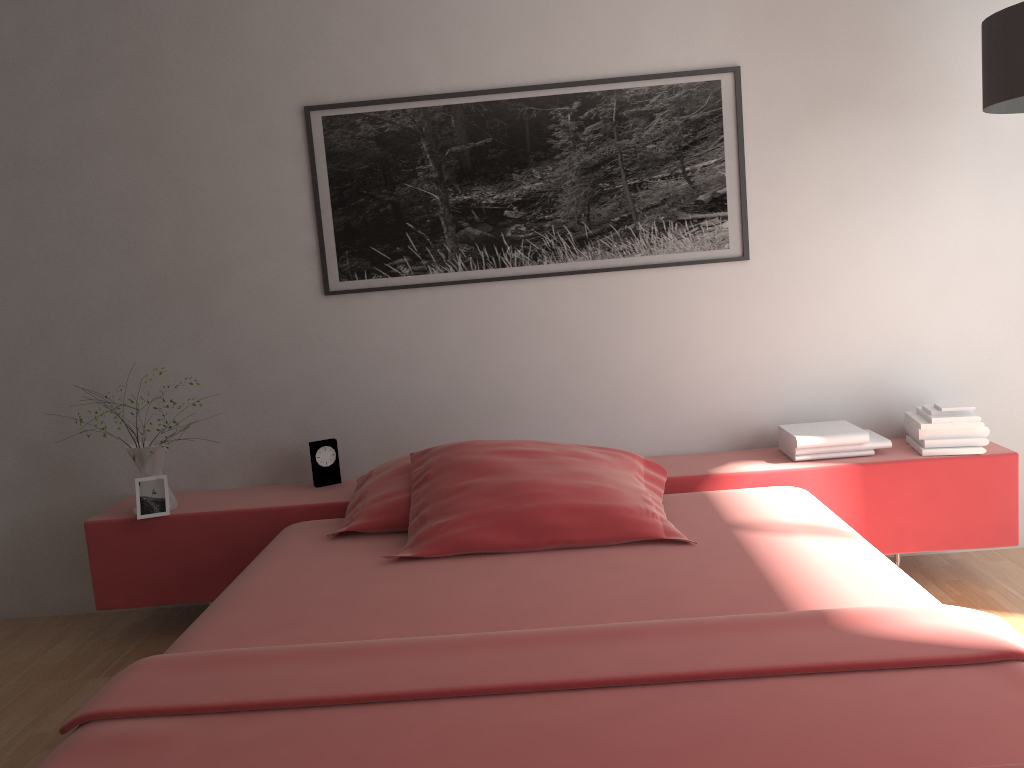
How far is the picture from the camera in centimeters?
302cm

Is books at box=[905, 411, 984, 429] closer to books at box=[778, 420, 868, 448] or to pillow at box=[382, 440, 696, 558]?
books at box=[778, 420, 868, 448]

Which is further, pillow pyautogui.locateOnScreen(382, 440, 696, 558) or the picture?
the picture

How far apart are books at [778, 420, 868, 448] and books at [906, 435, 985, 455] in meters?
0.2

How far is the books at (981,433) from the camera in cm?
284

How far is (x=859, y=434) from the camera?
2.9m

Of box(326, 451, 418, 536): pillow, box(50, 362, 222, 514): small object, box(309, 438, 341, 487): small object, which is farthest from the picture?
box(50, 362, 222, 514): small object

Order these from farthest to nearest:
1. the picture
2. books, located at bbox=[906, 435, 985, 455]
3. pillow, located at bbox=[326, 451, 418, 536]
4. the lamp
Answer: the picture
books, located at bbox=[906, 435, 985, 455]
pillow, located at bbox=[326, 451, 418, 536]
the lamp

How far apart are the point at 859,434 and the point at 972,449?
0.3m

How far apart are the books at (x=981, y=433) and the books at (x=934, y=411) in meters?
0.1 m
